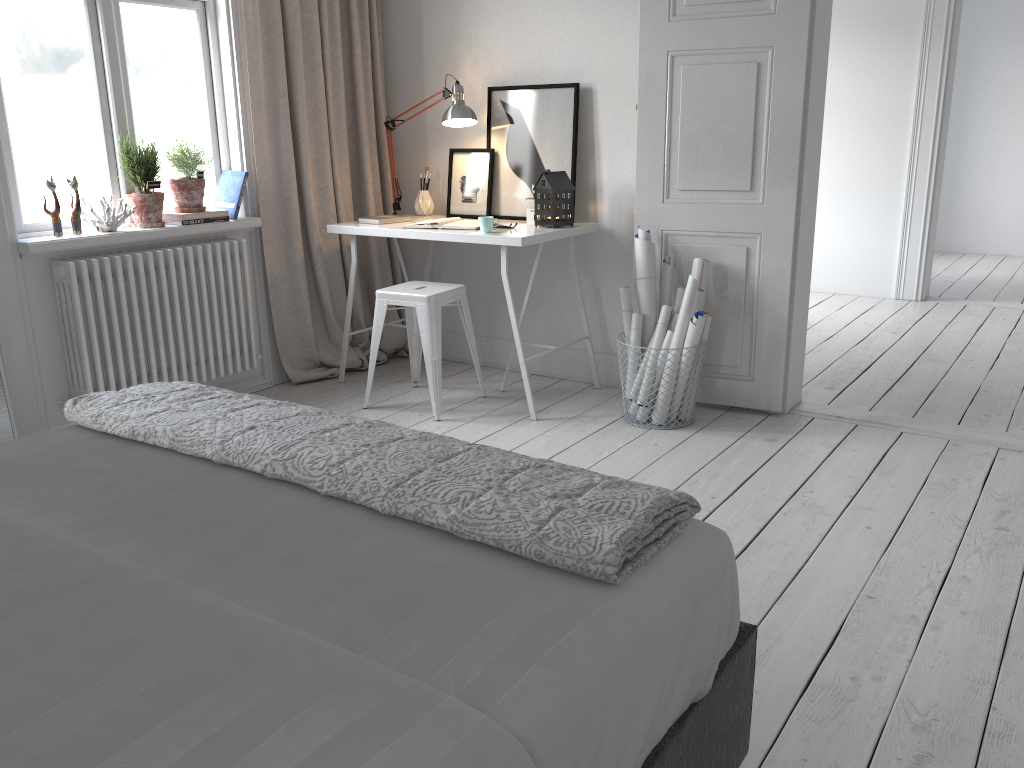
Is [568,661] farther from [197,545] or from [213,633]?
[197,545]

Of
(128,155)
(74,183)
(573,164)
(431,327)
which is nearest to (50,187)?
(74,183)

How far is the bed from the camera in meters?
1.0 m

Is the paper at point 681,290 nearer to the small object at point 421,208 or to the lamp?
the lamp

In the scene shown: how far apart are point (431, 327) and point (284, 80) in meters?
1.4 m

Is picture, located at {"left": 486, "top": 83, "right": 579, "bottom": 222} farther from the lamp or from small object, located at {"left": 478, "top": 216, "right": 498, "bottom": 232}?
small object, located at {"left": 478, "top": 216, "right": 498, "bottom": 232}

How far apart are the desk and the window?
0.54m

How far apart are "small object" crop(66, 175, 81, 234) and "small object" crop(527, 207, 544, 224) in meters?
1.9

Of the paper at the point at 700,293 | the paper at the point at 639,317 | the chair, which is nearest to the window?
the chair

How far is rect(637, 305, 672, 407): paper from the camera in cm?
367
